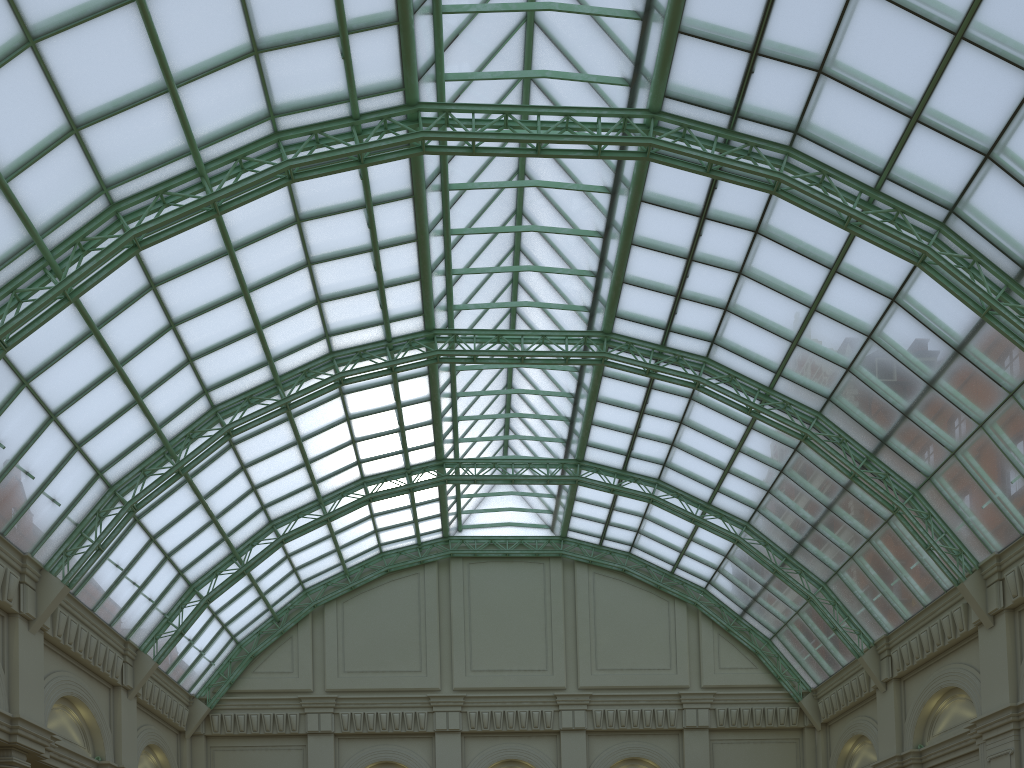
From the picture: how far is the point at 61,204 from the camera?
25.8m

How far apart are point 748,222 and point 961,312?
9.2 meters
